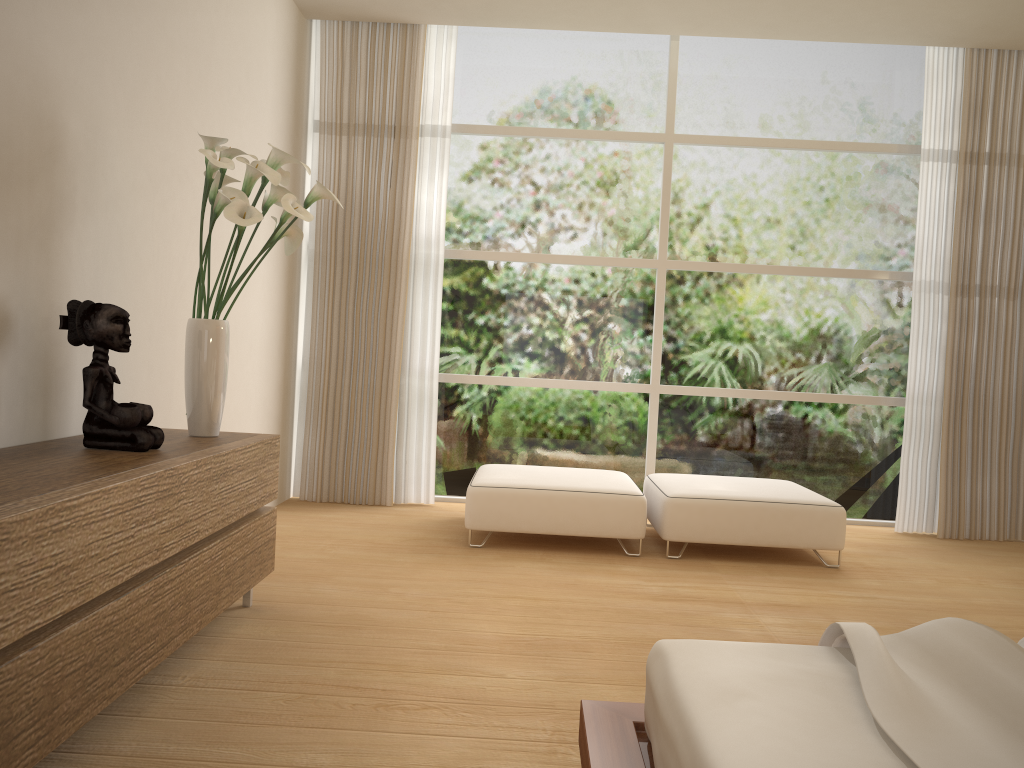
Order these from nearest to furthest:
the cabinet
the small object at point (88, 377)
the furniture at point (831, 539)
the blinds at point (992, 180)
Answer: the cabinet < the small object at point (88, 377) < the furniture at point (831, 539) < the blinds at point (992, 180)

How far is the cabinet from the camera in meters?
1.7 m

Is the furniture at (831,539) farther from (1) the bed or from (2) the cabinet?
(1) the bed

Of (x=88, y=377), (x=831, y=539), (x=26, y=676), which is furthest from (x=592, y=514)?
(x=26, y=676)

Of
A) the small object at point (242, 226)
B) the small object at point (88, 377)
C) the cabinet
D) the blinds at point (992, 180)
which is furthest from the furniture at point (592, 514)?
the small object at point (88, 377)

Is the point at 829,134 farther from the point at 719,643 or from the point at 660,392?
the point at 719,643

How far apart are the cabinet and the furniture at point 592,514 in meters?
1.4 m

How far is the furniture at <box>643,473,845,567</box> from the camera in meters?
4.6 m

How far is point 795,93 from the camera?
5.9m

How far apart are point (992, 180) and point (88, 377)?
5.39m
